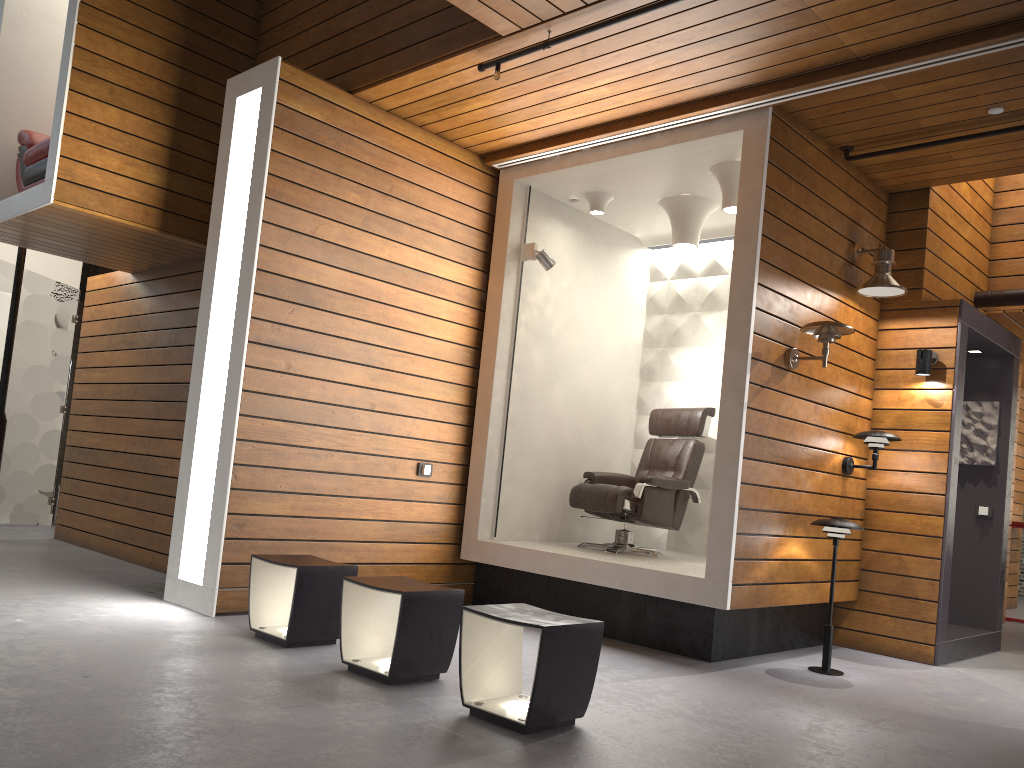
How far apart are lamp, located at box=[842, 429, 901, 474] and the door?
6.9m

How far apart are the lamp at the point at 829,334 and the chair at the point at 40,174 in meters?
4.9

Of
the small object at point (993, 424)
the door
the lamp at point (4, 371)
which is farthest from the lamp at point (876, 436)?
the door

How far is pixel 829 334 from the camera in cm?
484

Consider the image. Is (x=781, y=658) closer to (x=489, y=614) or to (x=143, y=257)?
(x=489, y=614)

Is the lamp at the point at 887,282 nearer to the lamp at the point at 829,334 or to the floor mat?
the lamp at the point at 829,334

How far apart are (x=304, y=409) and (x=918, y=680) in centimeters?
375cm

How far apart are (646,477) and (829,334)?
1.6 meters

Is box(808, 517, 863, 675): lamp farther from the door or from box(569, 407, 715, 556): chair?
the door

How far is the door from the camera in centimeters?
788cm
